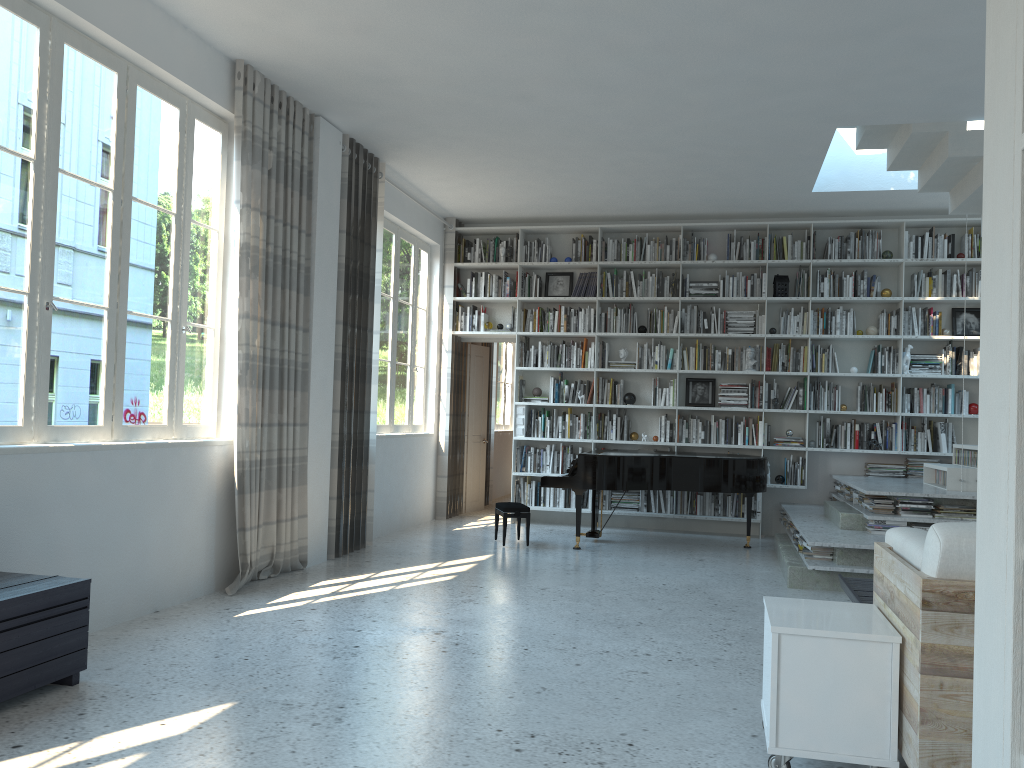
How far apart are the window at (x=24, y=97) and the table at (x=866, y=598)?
3.8m

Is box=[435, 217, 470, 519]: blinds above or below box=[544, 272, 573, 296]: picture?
below

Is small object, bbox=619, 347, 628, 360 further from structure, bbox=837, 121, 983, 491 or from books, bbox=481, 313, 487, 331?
structure, bbox=837, 121, 983, 491

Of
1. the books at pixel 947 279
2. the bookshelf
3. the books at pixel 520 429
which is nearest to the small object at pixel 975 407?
the bookshelf

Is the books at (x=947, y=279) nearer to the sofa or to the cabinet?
the sofa

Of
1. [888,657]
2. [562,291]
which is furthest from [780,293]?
[888,657]

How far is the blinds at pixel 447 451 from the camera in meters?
9.4

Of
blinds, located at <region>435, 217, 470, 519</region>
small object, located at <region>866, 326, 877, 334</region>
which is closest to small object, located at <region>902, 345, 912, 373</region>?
small object, located at <region>866, 326, 877, 334</region>

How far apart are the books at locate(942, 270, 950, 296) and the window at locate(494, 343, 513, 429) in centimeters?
595cm

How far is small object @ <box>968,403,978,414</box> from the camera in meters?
8.4 m
